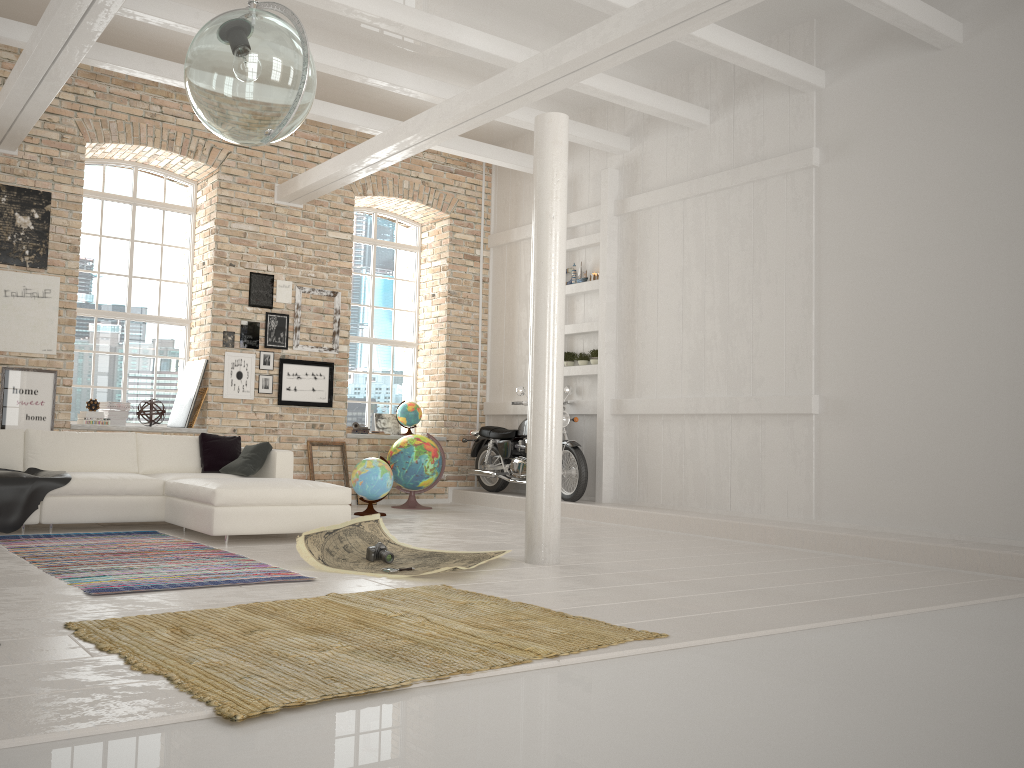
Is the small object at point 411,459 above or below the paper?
above

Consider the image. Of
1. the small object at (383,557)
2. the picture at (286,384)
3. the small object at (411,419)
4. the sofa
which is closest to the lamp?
the small object at (383,557)

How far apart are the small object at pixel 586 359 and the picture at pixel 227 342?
4.02m

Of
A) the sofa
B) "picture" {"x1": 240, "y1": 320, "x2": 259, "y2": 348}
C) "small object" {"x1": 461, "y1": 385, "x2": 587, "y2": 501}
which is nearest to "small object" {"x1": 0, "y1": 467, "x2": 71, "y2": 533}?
the sofa

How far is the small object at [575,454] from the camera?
9.5 meters

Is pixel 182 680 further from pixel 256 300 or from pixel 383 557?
pixel 256 300

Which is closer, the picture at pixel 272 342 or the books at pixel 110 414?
the books at pixel 110 414

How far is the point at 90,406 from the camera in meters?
9.1 m

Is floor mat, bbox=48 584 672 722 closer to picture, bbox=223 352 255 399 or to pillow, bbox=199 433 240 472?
pillow, bbox=199 433 240 472

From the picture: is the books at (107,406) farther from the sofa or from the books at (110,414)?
the sofa
